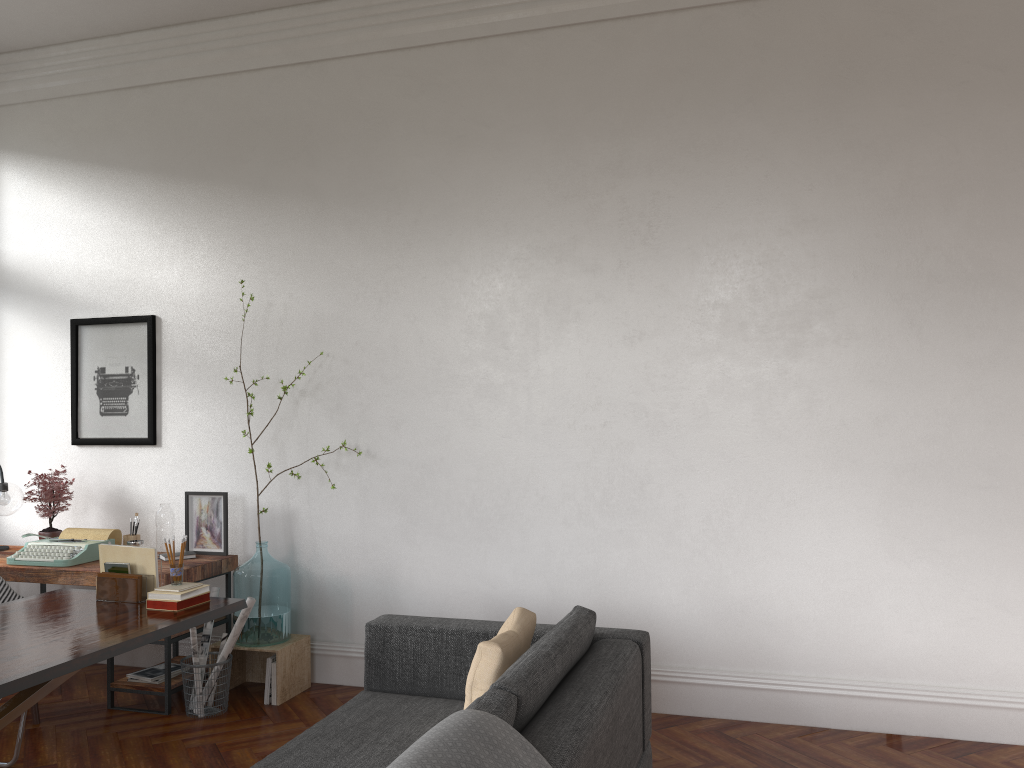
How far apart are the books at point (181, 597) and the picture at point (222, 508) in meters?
1.3

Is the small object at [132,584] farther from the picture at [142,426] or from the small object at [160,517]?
the picture at [142,426]

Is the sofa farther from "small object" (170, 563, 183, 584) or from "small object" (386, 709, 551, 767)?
"small object" (170, 563, 183, 584)

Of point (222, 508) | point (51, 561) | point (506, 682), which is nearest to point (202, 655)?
point (222, 508)

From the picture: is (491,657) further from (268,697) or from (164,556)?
(164,556)

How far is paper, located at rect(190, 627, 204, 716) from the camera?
4.56m

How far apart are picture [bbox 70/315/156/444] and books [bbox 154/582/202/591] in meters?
1.9 m

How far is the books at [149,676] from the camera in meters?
4.7 m

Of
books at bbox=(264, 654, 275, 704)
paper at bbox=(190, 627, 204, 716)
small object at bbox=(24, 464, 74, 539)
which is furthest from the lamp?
books at bbox=(264, 654, 275, 704)

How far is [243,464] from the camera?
5.36m
